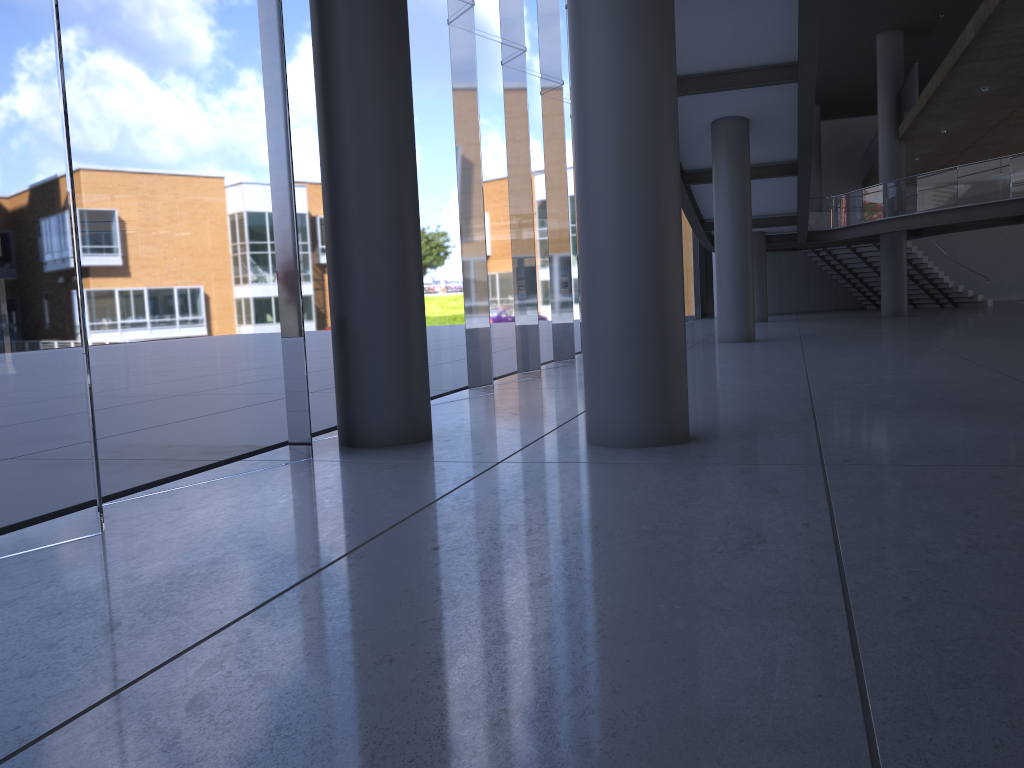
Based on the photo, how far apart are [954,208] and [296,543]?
23.44m
